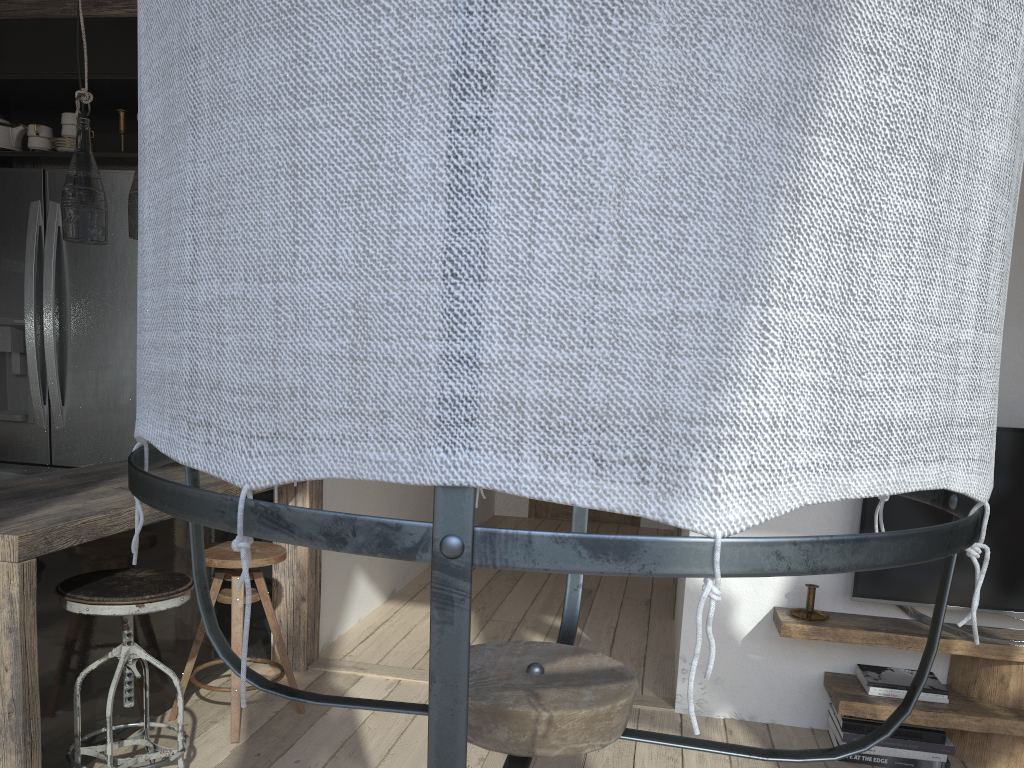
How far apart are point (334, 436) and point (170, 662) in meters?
3.1

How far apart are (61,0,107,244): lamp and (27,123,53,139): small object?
1.5 meters

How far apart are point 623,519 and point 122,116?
4.9m

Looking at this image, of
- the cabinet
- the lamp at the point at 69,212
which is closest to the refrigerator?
the cabinet

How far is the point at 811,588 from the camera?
3.0m

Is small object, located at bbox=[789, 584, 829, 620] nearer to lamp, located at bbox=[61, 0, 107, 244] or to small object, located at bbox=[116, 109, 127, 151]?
lamp, located at bbox=[61, 0, 107, 244]

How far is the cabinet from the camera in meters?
2.4

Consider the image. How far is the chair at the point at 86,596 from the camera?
2.2m

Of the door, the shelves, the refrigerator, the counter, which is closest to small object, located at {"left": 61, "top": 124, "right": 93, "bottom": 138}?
the refrigerator

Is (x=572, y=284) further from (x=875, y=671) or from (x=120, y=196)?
(x=120, y=196)
